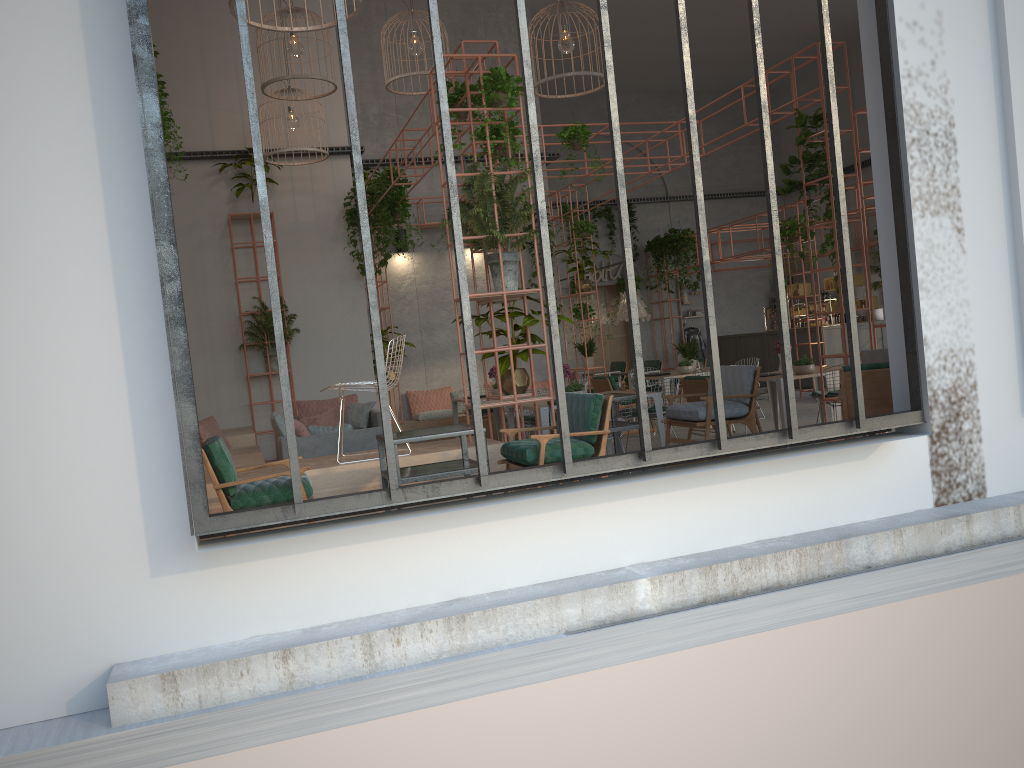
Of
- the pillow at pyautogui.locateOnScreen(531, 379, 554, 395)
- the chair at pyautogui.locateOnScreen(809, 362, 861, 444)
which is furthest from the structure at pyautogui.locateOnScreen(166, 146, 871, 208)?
the chair at pyautogui.locateOnScreen(809, 362, 861, 444)

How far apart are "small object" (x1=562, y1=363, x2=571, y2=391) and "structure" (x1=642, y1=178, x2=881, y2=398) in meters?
7.5

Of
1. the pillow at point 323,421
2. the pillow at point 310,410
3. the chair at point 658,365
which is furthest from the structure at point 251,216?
the chair at point 658,365

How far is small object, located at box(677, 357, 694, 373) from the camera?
12.8m

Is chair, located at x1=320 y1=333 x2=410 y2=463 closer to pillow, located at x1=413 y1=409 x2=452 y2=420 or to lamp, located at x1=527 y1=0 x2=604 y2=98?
lamp, located at x1=527 y1=0 x2=604 y2=98

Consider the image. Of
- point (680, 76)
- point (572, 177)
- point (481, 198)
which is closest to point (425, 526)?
point (481, 198)

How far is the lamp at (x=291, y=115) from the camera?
11.7m

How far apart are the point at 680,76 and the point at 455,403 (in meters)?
11.62

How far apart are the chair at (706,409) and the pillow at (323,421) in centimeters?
519cm

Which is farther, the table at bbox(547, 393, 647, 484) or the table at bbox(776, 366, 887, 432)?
the table at bbox(776, 366, 887, 432)
